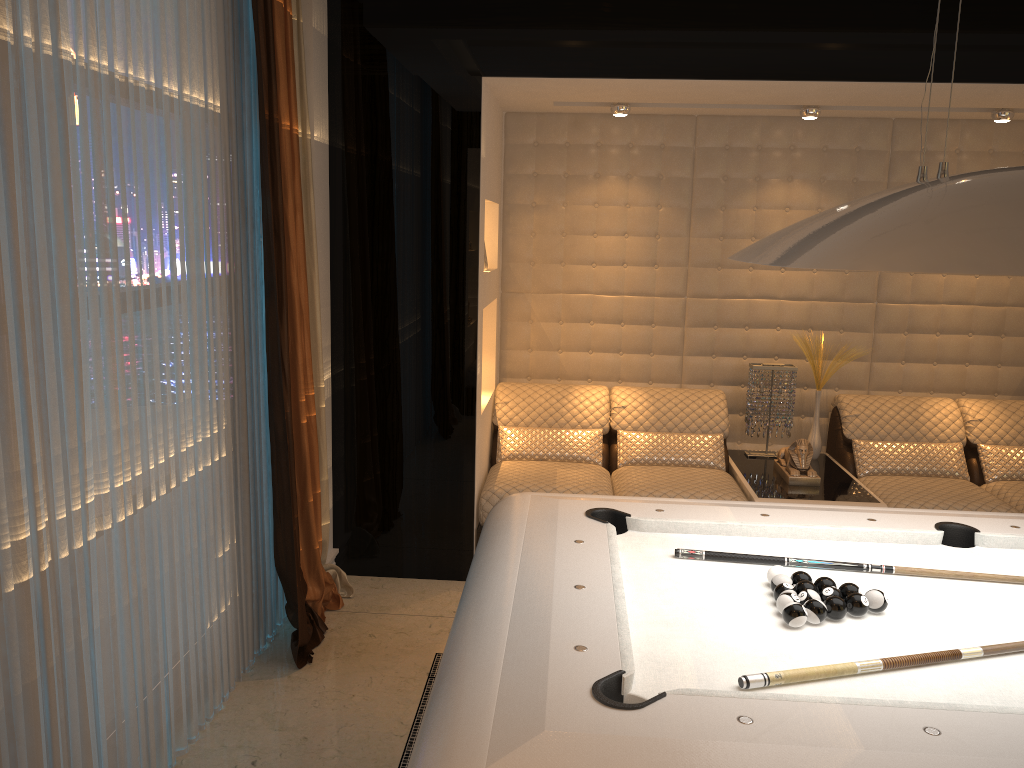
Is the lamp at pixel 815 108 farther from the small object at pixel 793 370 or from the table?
the table

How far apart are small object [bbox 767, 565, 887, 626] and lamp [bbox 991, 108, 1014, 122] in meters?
3.3

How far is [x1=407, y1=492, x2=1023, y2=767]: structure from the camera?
1.5 meters

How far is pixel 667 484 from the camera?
4.33m

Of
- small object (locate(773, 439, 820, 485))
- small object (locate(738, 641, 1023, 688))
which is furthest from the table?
small object (locate(738, 641, 1023, 688))

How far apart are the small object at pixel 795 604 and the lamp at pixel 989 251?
0.8 meters

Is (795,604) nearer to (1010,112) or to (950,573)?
(950,573)

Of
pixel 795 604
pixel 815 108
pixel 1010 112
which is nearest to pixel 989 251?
pixel 795 604

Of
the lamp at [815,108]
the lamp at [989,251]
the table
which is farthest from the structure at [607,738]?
the lamp at [815,108]

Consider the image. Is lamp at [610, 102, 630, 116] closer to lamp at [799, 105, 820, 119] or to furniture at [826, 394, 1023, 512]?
lamp at [799, 105, 820, 119]
